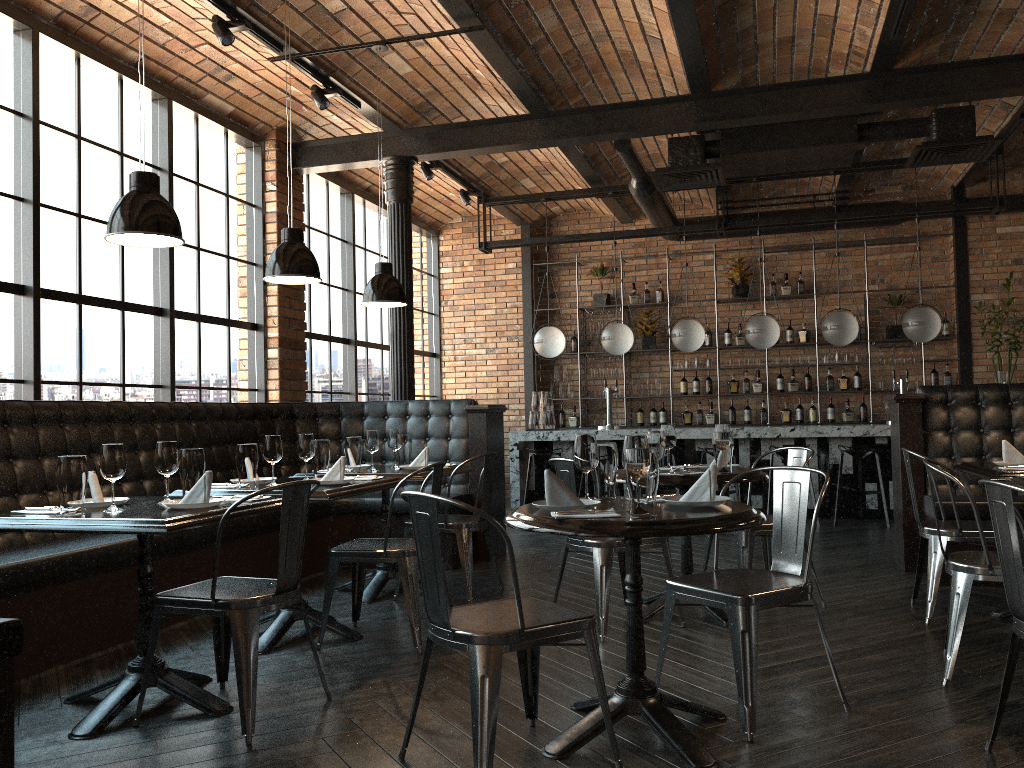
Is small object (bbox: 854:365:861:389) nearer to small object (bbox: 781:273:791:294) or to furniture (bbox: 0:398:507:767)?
small object (bbox: 781:273:791:294)

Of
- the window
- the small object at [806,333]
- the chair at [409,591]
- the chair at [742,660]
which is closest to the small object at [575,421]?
the window

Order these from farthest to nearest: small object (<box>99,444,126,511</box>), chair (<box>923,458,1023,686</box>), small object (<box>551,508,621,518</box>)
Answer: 1. chair (<box>923,458,1023,686</box>)
2. small object (<box>99,444,126,511</box>)
3. small object (<box>551,508,621,518</box>)

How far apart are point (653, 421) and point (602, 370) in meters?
0.9 m

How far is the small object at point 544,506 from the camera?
2.89m

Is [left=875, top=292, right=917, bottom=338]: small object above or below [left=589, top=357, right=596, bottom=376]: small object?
above

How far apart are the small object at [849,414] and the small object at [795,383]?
0.6 meters

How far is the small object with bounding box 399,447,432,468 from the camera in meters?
5.4

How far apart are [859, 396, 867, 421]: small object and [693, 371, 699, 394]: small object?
1.9m

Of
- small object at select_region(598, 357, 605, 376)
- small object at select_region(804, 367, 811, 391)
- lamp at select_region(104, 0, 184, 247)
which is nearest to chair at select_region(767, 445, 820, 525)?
small object at select_region(804, 367, 811, 391)
